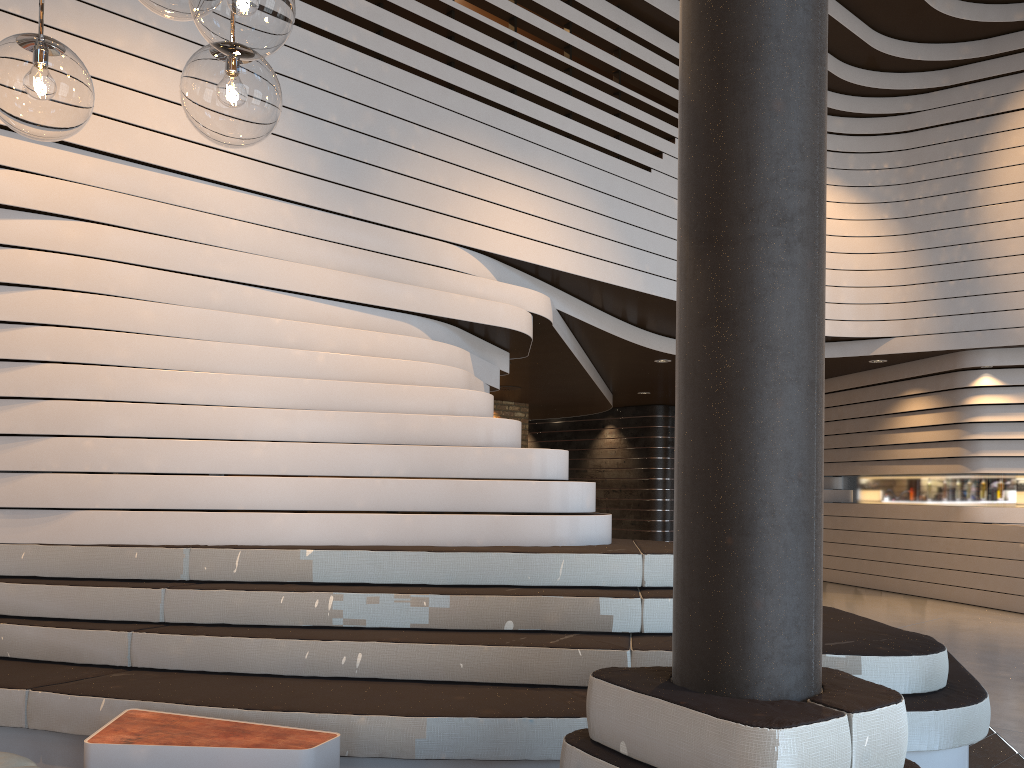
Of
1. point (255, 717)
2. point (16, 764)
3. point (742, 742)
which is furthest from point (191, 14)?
point (255, 717)

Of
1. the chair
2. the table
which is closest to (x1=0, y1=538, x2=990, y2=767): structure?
the table

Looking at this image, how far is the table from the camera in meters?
2.7 m

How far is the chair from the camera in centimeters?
249cm

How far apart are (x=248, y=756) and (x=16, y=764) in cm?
64

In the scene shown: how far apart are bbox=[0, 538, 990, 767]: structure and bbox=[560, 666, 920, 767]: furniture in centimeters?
82cm

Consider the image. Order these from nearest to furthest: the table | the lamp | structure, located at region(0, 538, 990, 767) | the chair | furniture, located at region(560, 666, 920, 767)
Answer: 1. the lamp
2. furniture, located at region(560, 666, 920, 767)
3. the chair
4. the table
5. structure, located at region(0, 538, 990, 767)

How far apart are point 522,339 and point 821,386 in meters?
4.6

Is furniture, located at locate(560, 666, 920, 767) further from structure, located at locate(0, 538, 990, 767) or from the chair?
the chair

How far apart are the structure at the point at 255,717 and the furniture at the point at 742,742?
0.8 meters
